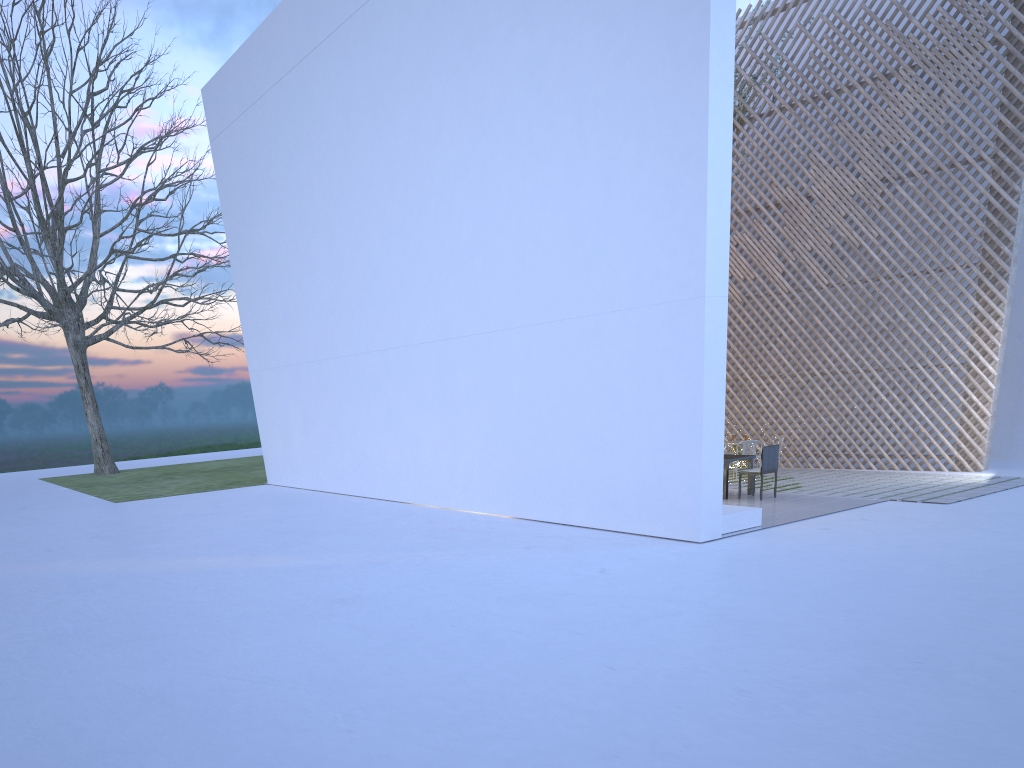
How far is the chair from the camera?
6.8 meters

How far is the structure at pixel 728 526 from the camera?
5.4m

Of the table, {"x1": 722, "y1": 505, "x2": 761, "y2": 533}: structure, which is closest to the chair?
the table

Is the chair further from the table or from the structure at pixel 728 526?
the structure at pixel 728 526

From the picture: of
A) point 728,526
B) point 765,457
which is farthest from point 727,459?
point 728,526

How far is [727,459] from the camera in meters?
6.9 m

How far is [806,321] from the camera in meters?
8.9

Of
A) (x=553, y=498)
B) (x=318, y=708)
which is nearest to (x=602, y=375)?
(x=553, y=498)

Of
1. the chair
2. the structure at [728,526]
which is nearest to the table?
the chair

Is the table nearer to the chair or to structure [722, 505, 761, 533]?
the chair
